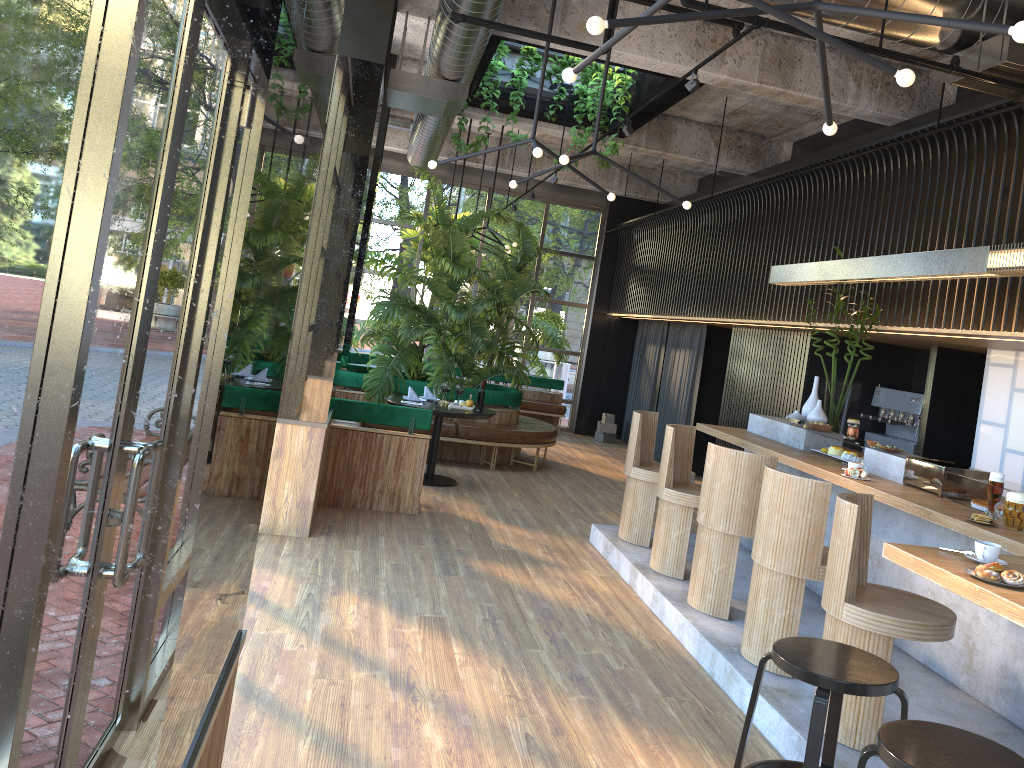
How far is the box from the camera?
14.2m

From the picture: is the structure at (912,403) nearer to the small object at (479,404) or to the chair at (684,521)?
the chair at (684,521)

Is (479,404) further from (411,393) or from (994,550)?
(411,393)

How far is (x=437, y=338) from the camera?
10.0m

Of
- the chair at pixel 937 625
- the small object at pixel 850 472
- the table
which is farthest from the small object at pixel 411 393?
the chair at pixel 937 625

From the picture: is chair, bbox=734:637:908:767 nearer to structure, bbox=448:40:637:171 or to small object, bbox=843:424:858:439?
small object, bbox=843:424:858:439

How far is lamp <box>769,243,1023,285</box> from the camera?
4.75m

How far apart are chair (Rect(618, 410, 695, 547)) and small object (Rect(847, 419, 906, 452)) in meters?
1.5 m

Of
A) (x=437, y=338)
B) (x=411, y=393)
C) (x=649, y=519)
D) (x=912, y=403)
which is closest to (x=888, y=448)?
(x=649, y=519)

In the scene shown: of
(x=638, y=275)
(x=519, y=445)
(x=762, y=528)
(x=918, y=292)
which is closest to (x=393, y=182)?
(x=638, y=275)
